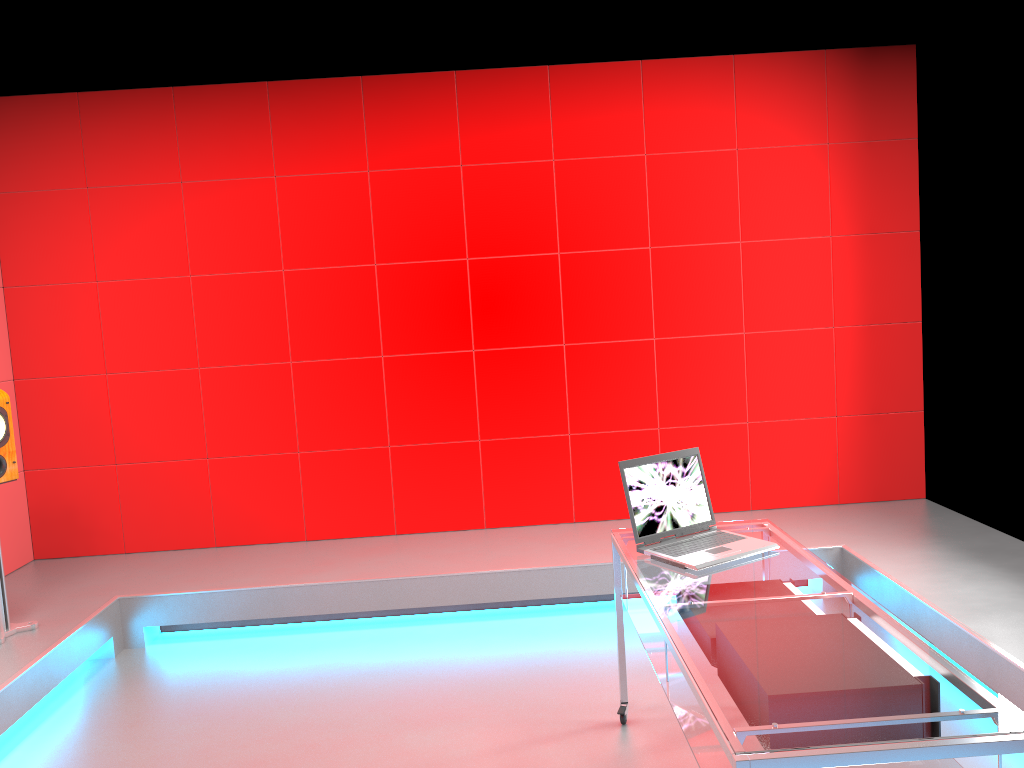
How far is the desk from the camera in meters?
1.6

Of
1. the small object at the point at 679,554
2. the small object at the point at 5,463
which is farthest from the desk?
the small object at the point at 5,463

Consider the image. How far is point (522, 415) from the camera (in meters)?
4.91

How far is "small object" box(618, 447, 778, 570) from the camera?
2.67m

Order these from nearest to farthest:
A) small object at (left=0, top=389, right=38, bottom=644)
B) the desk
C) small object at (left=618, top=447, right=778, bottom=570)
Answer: the desk, small object at (left=618, top=447, right=778, bottom=570), small object at (left=0, top=389, right=38, bottom=644)

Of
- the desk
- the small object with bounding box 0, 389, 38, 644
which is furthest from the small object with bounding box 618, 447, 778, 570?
the small object with bounding box 0, 389, 38, 644

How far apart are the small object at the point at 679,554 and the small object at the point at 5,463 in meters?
2.6 m

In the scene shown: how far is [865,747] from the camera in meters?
1.6

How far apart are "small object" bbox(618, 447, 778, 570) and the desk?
0.0m

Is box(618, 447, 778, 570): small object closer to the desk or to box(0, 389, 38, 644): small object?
the desk
